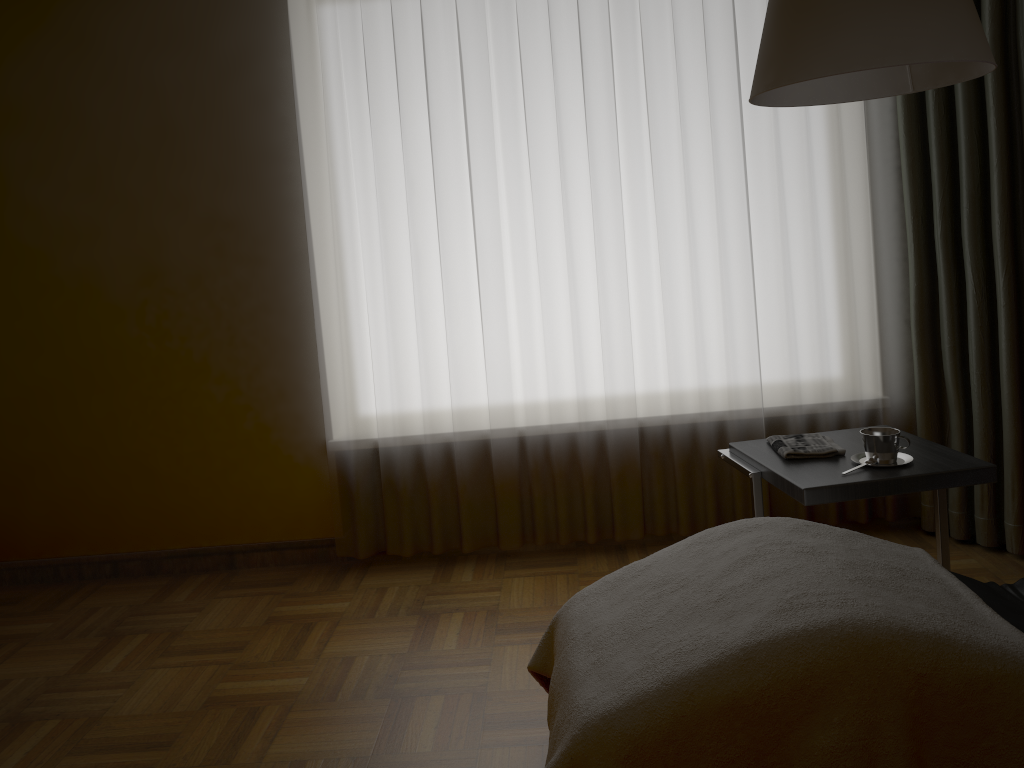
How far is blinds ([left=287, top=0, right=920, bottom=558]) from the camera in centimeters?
309cm

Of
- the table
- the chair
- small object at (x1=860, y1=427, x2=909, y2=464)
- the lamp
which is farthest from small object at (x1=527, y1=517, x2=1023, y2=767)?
the lamp

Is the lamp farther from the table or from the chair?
the chair

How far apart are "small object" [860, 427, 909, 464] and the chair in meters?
0.4 m

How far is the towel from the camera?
2.4 meters

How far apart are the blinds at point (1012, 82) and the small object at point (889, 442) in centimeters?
80cm

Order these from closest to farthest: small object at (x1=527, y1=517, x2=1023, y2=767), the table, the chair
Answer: small object at (x1=527, y1=517, x2=1023, y2=767)
the chair
the table

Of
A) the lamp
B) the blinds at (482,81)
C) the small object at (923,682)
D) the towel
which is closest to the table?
the towel

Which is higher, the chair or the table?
the table

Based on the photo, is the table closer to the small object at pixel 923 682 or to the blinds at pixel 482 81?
the small object at pixel 923 682
